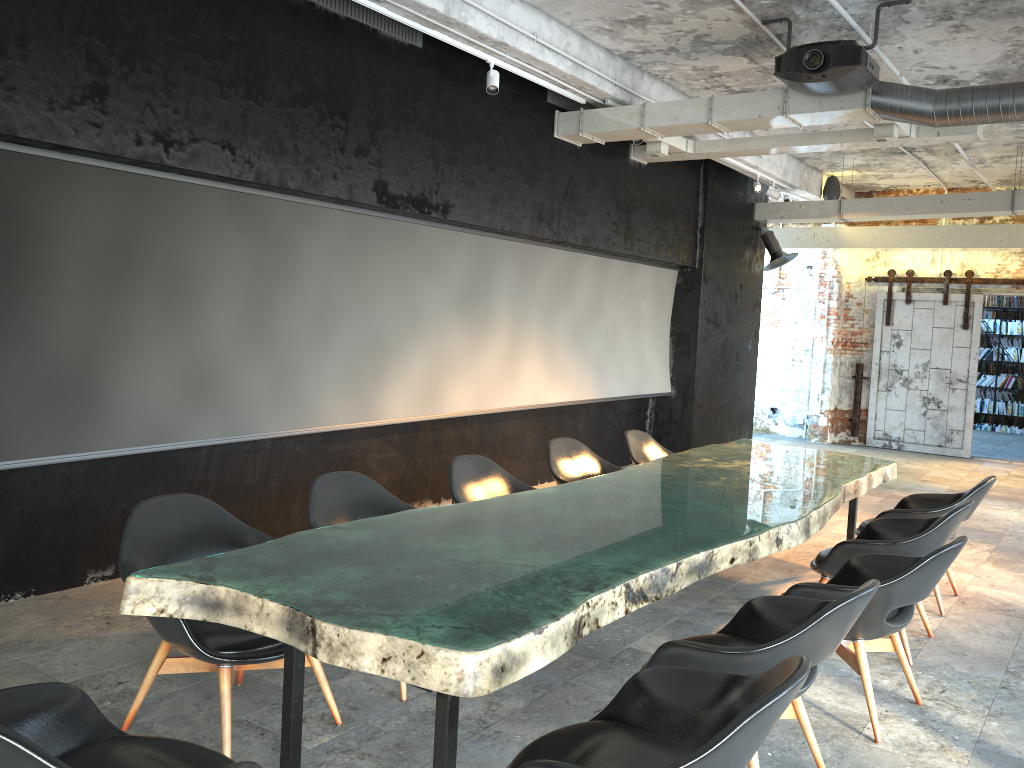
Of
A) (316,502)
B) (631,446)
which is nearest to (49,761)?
(316,502)

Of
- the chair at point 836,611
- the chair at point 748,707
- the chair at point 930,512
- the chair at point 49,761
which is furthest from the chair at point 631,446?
the chair at point 49,761

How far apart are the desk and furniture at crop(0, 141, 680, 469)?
1.99m

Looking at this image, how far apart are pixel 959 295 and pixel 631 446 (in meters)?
8.45

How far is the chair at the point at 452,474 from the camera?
4.9m

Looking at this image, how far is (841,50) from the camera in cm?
570

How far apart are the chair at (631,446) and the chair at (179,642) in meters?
3.3 m

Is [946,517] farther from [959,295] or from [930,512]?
[959,295]

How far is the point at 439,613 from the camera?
2.57m

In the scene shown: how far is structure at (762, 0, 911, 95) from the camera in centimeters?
570cm
